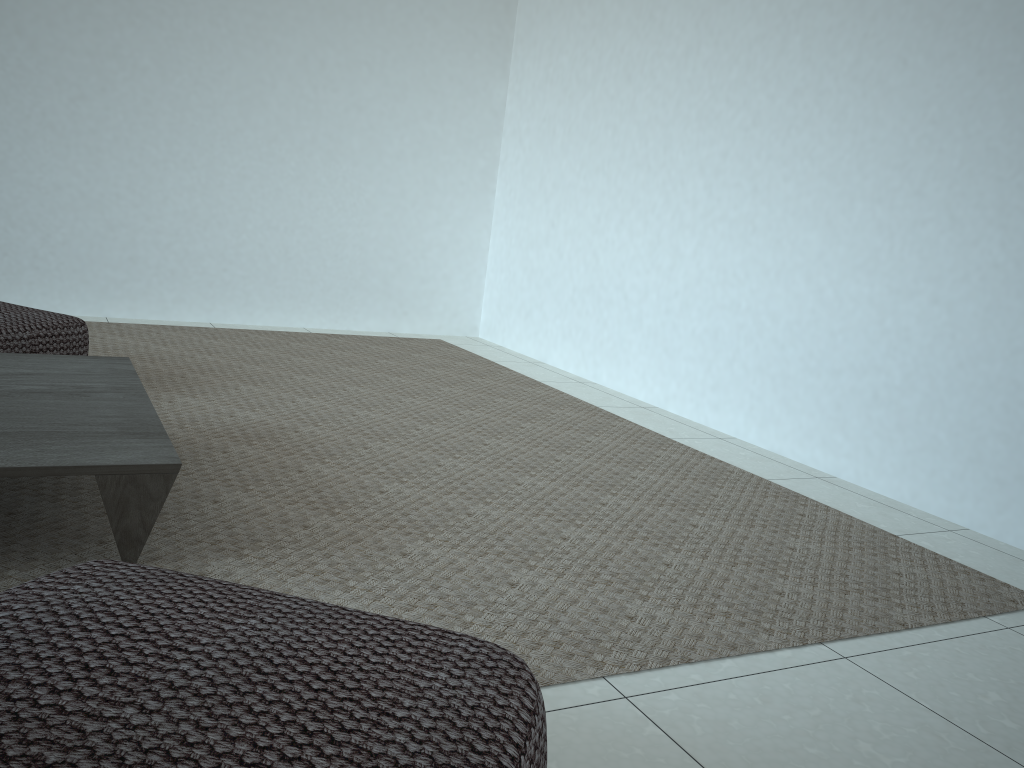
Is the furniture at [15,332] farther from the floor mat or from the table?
the table

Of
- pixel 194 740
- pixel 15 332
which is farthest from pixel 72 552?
pixel 15 332

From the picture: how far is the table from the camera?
1.5m

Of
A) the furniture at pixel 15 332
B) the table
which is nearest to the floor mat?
the table

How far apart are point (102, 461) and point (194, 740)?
0.9m

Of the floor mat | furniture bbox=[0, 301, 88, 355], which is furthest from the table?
furniture bbox=[0, 301, 88, 355]

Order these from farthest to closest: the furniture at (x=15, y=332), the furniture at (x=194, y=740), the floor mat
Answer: the furniture at (x=15, y=332) < the floor mat < the furniture at (x=194, y=740)

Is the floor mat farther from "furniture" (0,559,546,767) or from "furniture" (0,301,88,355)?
"furniture" (0,559,546,767)

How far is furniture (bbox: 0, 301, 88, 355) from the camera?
2.7m

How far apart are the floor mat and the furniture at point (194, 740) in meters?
0.4
